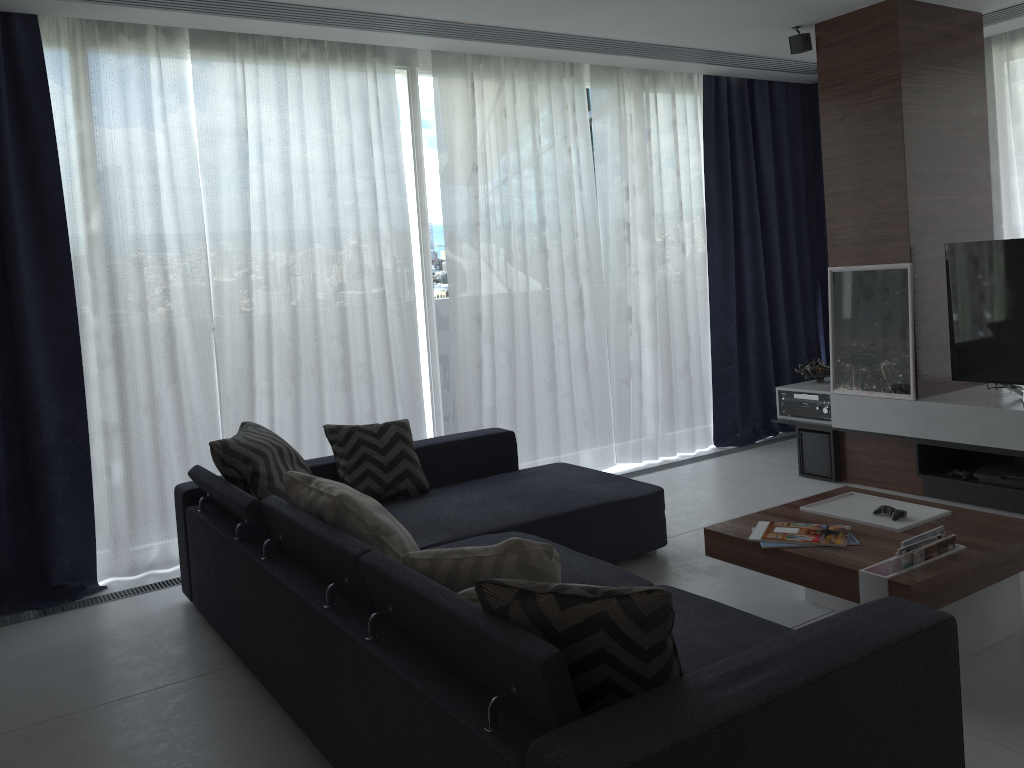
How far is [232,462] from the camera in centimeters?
332cm

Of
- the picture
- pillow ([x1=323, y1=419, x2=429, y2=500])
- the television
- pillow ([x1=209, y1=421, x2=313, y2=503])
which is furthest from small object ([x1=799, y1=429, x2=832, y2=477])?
pillow ([x1=209, y1=421, x2=313, y2=503])

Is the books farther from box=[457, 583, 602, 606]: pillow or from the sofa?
box=[457, 583, 602, 606]: pillow

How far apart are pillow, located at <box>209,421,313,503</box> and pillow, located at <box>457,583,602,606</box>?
1.60m

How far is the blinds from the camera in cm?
391

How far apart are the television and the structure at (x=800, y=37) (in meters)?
1.32

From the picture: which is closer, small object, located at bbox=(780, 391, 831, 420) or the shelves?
the shelves

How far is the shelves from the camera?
4.18m

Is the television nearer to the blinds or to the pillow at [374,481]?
the blinds

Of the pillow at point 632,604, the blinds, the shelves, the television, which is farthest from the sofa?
the television
